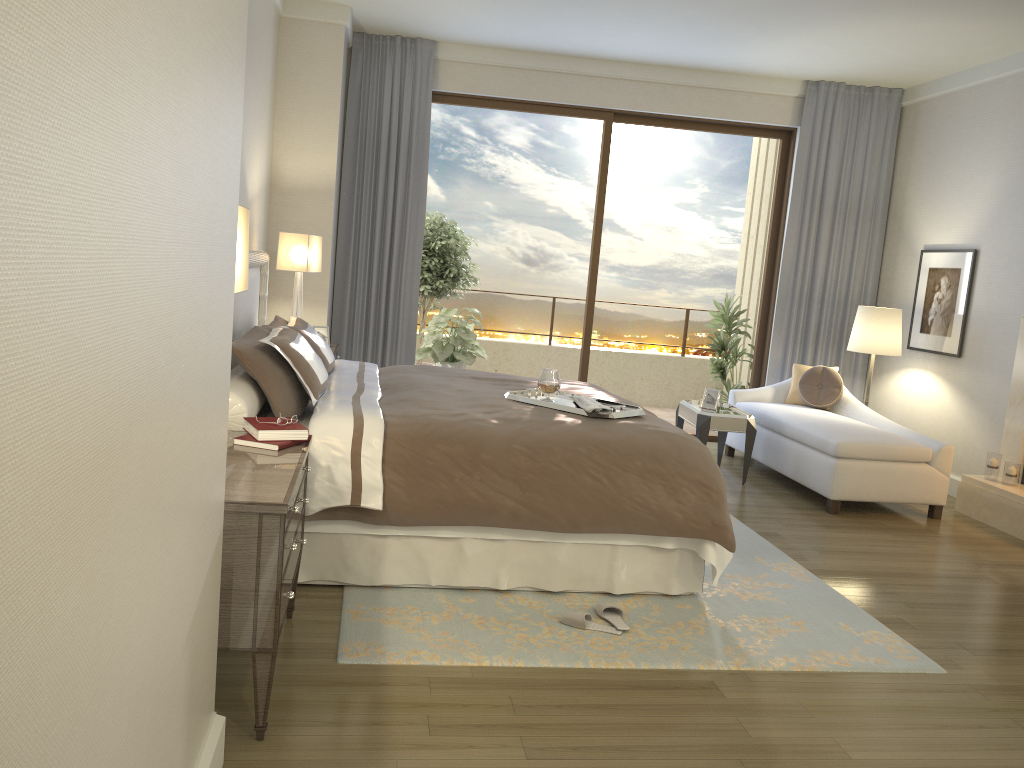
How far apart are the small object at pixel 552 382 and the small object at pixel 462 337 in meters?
3.9

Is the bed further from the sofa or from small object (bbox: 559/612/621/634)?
the sofa

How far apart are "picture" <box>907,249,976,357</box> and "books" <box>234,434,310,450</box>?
5.3 meters

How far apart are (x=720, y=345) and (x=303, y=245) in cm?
426

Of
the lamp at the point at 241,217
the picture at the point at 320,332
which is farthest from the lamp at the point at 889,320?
the lamp at the point at 241,217

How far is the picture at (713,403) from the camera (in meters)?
6.37

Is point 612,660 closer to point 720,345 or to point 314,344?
point 314,344

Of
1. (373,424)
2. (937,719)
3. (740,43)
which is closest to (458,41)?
(740,43)

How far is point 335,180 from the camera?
6.5 meters

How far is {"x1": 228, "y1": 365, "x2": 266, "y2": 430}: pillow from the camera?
3.34m
